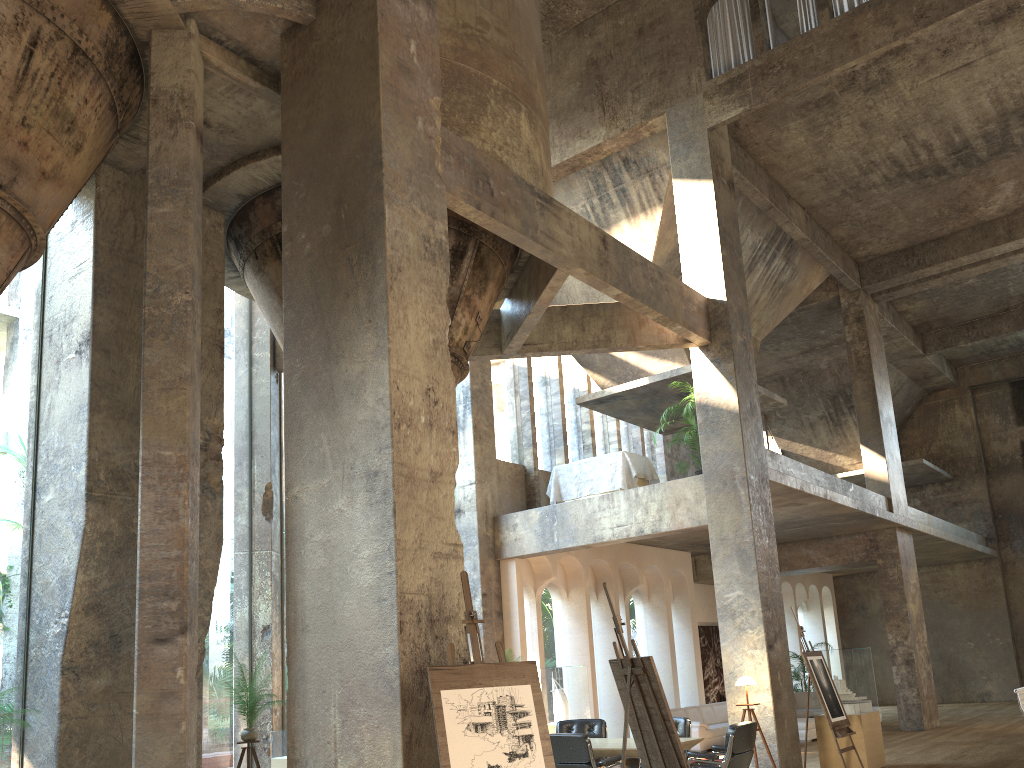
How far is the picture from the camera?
18.8 meters

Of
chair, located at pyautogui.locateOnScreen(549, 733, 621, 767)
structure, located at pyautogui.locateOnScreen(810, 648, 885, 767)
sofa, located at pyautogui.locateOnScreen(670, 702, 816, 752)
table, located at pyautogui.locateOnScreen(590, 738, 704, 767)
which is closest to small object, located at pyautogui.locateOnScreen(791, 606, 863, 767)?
structure, located at pyautogui.locateOnScreen(810, 648, 885, 767)

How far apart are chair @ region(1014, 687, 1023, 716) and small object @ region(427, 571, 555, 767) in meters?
6.2 m

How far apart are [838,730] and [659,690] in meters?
5.2 m

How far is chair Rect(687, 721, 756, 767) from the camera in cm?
786

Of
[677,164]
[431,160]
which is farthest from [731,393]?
[431,160]

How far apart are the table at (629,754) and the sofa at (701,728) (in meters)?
5.75

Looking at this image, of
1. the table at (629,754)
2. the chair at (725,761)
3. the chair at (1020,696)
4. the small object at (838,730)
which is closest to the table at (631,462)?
the small object at (838,730)

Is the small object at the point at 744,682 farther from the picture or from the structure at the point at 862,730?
the picture

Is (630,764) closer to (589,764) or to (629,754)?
(629,754)
